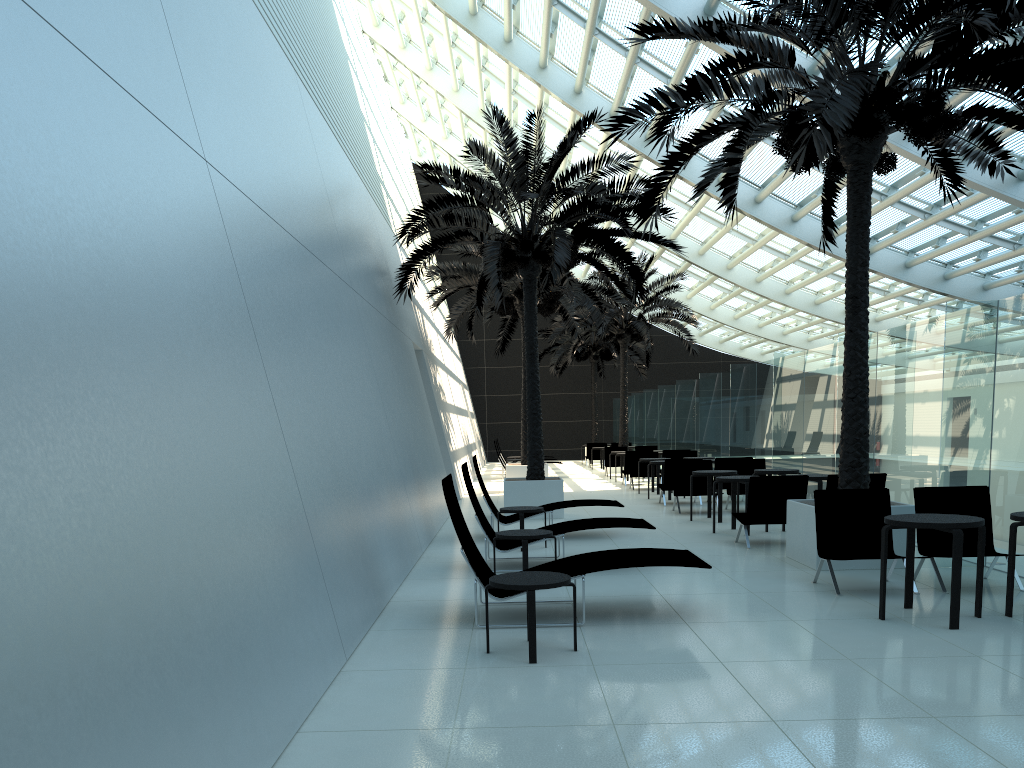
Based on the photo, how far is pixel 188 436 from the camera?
4.0 meters

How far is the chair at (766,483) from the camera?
10.4 meters

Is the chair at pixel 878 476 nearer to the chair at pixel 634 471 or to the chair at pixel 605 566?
the chair at pixel 605 566

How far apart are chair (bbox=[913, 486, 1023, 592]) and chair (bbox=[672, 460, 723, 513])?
7.16m

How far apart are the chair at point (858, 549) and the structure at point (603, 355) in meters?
26.3

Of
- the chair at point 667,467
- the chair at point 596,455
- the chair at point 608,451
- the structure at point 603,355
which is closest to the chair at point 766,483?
the chair at point 667,467

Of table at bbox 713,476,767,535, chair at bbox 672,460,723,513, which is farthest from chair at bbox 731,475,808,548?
chair at bbox 672,460,723,513

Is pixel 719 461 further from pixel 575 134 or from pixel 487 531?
pixel 487 531

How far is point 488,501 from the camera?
11.8 meters

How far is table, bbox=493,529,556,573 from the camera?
8.1 meters
